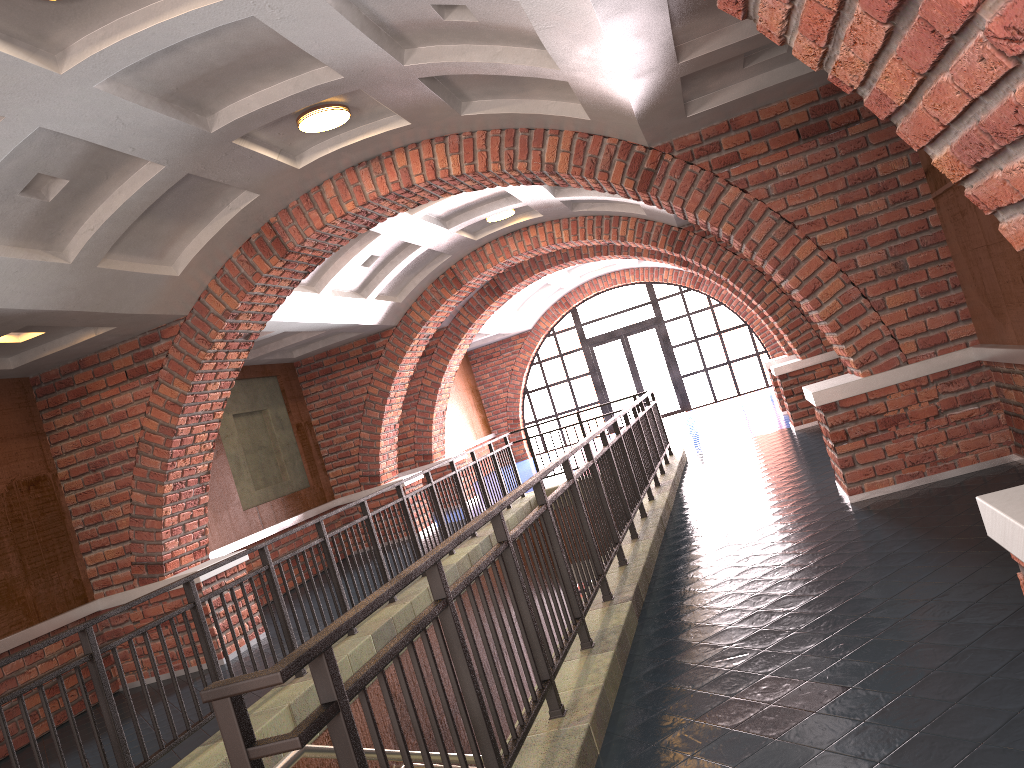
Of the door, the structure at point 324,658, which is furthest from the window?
the structure at point 324,658

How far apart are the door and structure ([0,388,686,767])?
9.3m

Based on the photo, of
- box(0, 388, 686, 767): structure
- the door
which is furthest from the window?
box(0, 388, 686, 767): structure

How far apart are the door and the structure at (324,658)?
9.3m

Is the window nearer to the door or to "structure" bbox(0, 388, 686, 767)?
the door

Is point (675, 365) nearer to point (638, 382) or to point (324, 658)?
point (638, 382)

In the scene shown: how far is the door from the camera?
21.58m

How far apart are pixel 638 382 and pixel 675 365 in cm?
98

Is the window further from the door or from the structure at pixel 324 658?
the structure at pixel 324 658

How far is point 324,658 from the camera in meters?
2.1
